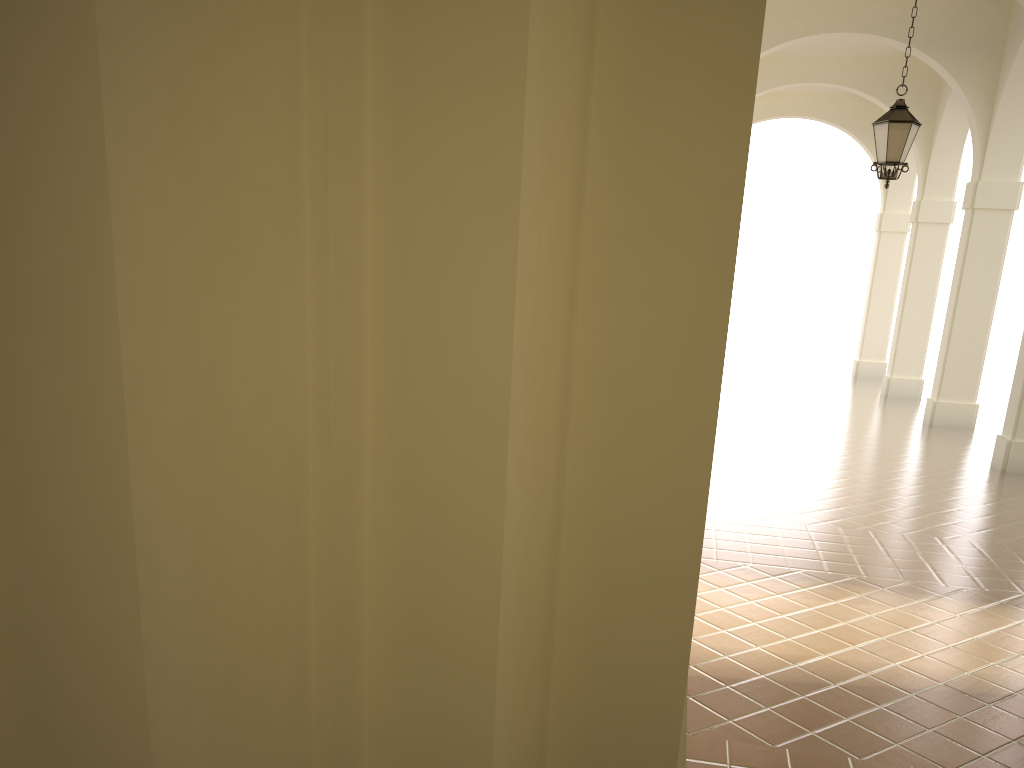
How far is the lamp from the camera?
9.56m

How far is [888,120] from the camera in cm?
956

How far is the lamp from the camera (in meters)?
9.56

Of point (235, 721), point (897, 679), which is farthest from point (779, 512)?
point (235, 721)
